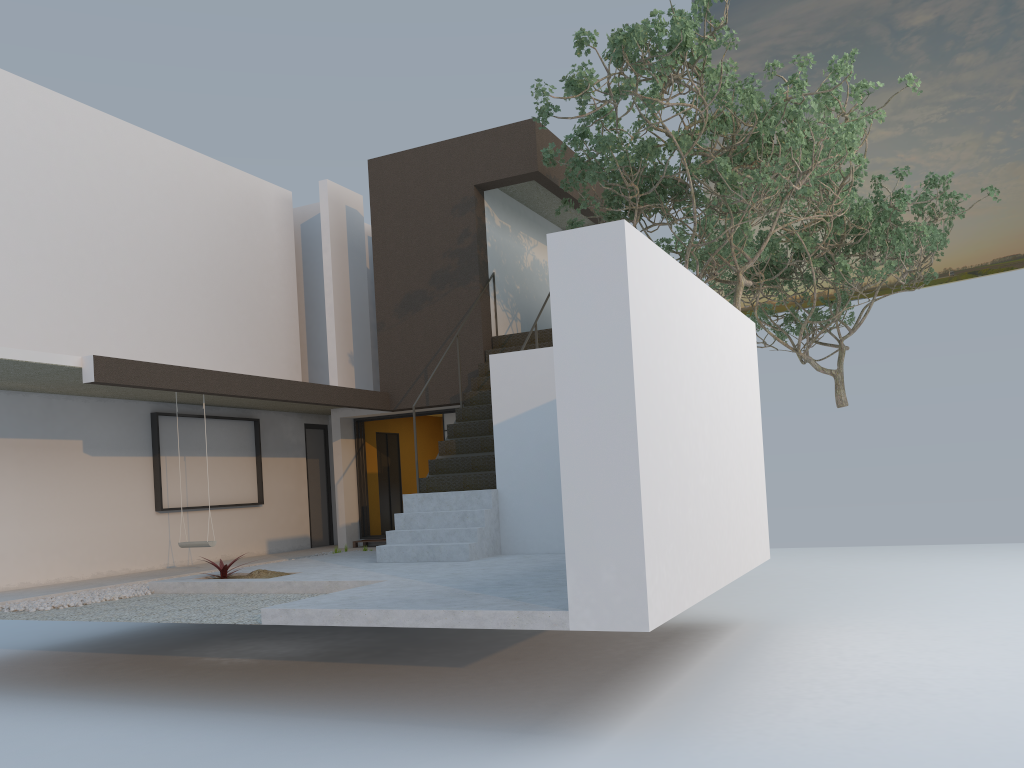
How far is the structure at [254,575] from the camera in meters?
8.7 m

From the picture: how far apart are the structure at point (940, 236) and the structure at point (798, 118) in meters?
1.2 m

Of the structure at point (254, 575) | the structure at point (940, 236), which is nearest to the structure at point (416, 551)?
the structure at point (254, 575)

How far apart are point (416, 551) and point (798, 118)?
5.9m

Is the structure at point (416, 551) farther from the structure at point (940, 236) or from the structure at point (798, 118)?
the structure at point (940, 236)

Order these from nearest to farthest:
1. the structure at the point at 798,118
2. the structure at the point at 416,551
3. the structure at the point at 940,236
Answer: the structure at the point at 798,118
the structure at the point at 416,551
the structure at the point at 940,236

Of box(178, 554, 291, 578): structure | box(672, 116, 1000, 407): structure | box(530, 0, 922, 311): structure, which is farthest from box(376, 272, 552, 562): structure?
box(672, 116, 1000, 407): structure

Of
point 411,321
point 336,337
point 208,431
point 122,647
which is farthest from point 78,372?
point 336,337

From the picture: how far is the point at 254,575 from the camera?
8.7m

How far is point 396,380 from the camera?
13.0 meters
